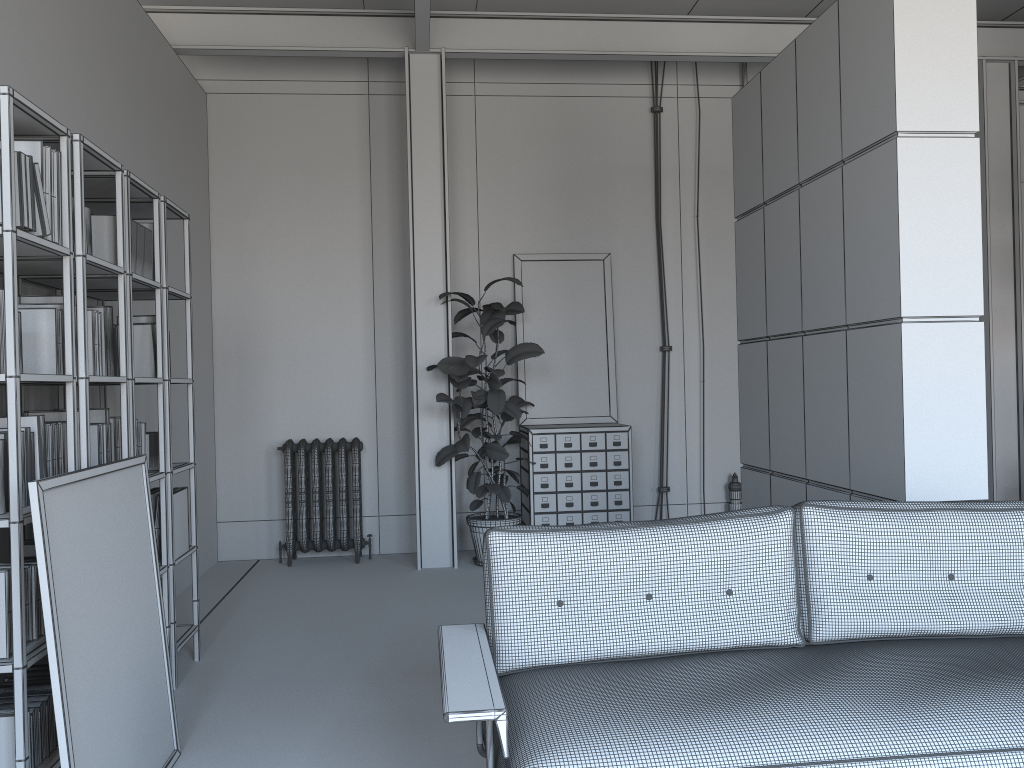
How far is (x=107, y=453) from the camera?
3.7 meters

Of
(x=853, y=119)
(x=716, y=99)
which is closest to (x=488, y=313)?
(x=716, y=99)

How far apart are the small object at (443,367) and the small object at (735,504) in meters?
1.9

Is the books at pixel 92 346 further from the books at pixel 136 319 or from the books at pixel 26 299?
the books at pixel 136 319

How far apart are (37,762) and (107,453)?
1.3m

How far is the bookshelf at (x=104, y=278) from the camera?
3.6m

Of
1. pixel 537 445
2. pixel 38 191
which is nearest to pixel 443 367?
pixel 537 445

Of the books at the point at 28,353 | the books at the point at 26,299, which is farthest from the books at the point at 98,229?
the books at the point at 28,353

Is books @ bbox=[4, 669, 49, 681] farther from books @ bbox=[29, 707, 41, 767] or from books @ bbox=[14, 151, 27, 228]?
books @ bbox=[14, 151, 27, 228]

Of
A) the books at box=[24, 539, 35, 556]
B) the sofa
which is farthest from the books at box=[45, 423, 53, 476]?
the sofa
